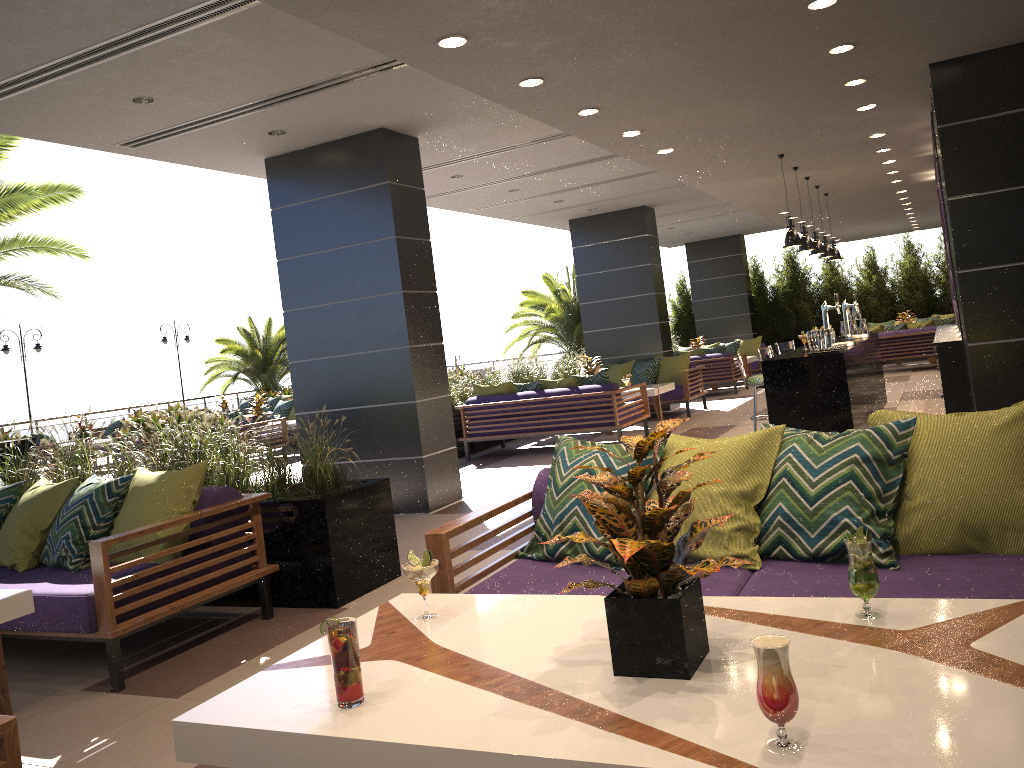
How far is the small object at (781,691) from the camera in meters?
1.5

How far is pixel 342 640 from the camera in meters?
1.9 m

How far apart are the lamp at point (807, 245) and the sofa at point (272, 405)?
15.2m

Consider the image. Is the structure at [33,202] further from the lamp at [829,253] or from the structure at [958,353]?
the structure at [958,353]

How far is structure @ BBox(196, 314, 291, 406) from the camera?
24.5m

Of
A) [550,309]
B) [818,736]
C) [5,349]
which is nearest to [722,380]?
[550,309]

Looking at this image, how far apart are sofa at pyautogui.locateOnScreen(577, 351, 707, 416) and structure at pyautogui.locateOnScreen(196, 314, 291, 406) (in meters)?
12.94

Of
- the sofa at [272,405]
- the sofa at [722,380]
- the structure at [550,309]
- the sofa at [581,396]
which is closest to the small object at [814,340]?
the sofa at [581,396]

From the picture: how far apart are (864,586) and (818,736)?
0.6 meters

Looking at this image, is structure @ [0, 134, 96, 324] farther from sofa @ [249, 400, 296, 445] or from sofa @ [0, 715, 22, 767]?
sofa @ [0, 715, 22, 767]
